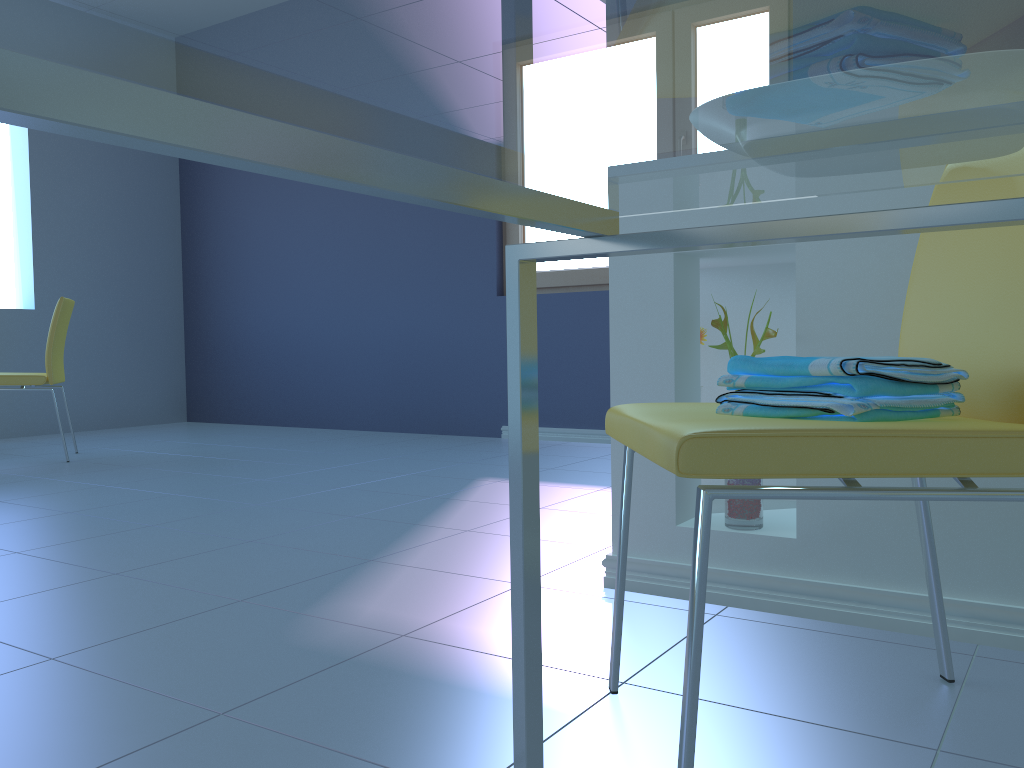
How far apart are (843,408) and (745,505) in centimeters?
71cm

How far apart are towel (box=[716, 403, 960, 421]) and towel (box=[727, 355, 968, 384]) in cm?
3

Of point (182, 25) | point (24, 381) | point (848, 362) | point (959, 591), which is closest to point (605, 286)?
point (24, 381)

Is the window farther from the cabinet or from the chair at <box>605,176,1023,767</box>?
the chair at <box>605,176,1023,767</box>

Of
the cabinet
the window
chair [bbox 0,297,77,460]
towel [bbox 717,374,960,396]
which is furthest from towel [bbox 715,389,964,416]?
chair [bbox 0,297,77,460]

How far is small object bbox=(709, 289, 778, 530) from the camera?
1.5m

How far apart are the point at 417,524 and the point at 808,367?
1.56m

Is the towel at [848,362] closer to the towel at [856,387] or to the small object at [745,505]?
the towel at [856,387]

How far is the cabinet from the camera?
1.4 meters

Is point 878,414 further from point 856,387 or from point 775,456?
point 775,456
